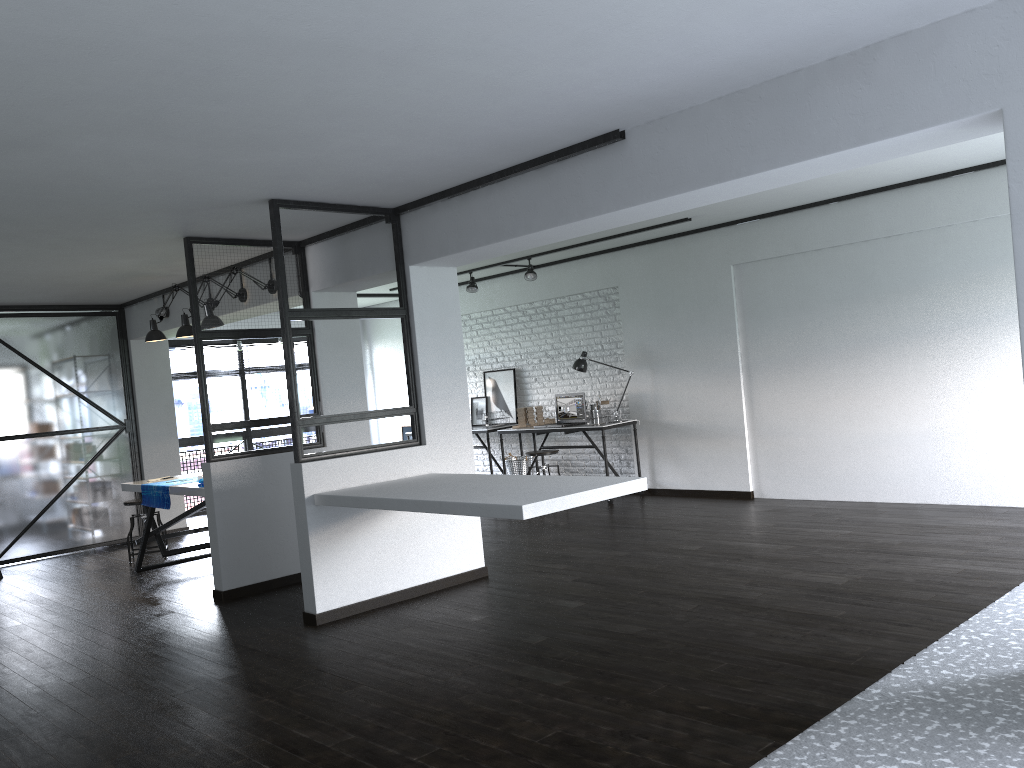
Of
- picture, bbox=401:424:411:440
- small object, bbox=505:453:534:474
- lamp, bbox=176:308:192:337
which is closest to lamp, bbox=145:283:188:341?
lamp, bbox=176:308:192:337

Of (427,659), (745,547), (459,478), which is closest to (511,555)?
(459,478)

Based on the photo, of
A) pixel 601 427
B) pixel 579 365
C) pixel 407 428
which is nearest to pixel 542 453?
pixel 601 427

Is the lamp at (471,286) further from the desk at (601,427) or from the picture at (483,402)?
the desk at (601,427)

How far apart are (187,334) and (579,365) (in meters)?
3.70

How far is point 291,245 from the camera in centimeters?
607cm

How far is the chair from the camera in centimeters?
826cm

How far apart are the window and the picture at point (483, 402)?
3.2m

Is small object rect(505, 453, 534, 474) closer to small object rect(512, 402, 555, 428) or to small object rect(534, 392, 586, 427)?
small object rect(512, 402, 555, 428)

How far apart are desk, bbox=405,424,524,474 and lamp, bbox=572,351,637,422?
1.3m
